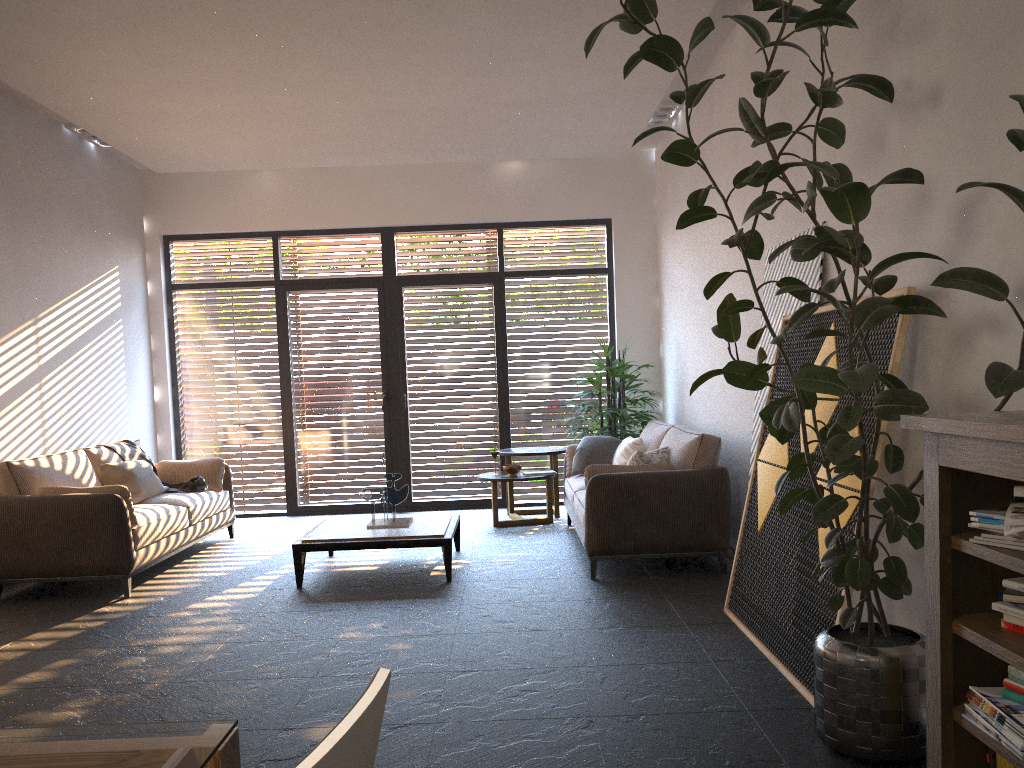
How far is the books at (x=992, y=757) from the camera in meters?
2.4

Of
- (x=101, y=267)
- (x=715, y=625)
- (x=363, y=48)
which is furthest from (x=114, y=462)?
(x=715, y=625)

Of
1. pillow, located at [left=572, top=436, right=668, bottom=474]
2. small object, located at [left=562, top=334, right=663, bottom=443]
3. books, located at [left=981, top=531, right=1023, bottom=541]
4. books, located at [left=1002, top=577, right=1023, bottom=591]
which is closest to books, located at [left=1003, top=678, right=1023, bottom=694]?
books, located at [left=1002, top=577, right=1023, bottom=591]

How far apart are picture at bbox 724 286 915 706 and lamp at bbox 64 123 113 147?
5.99m

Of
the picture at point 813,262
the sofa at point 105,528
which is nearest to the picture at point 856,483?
the picture at point 813,262

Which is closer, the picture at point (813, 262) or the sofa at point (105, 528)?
the picture at point (813, 262)

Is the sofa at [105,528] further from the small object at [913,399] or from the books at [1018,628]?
the books at [1018,628]

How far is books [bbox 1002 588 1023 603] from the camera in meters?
2.2

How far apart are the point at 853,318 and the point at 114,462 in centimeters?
610cm

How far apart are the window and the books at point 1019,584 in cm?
689
